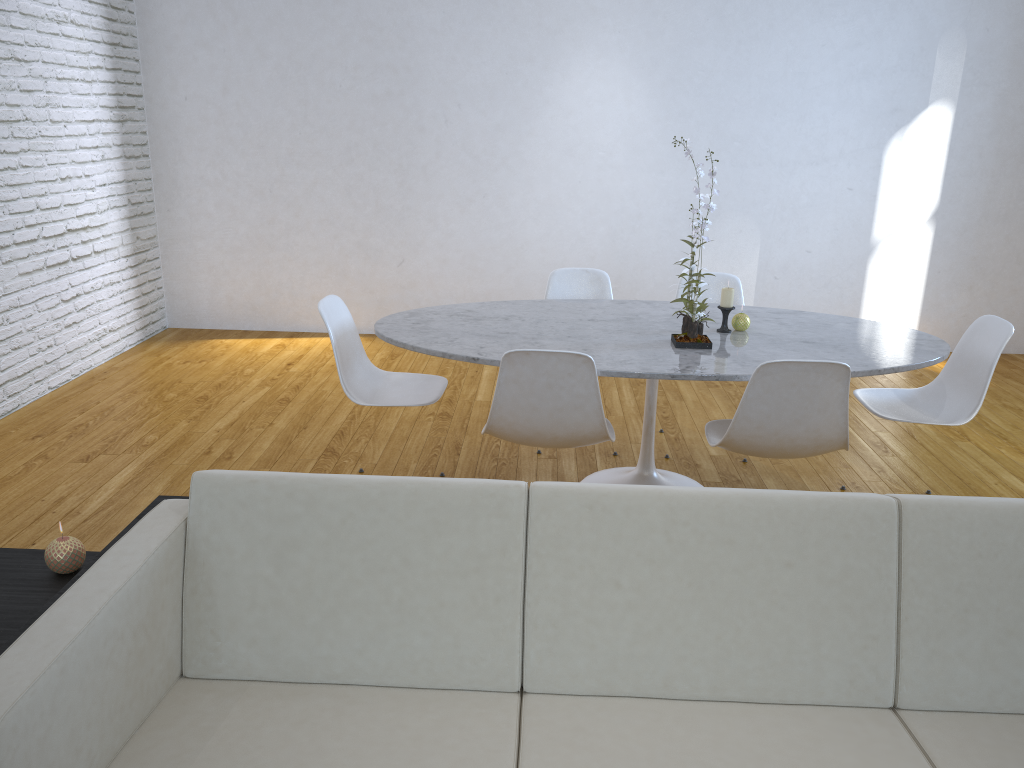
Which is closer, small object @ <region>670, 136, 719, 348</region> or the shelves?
the shelves

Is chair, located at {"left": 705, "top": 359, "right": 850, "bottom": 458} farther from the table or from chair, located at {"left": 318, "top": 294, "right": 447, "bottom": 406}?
chair, located at {"left": 318, "top": 294, "right": 447, "bottom": 406}

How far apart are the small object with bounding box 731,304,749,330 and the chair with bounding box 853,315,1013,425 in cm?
49

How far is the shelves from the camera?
1.5m

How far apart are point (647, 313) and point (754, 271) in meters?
2.3

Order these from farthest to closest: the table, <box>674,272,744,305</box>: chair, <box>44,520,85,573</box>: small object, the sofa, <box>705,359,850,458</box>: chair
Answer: <box>674,272,744,305</box>: chair → the table → <box>705,359,850,458</box>: chair → <box>44,520,85,573</box>: small object → the sofa

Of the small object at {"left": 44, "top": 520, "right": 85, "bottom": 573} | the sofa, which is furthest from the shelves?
the sofa

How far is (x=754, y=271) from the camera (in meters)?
5.33

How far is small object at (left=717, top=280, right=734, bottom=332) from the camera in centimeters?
296cm

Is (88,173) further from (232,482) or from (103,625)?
(103,625)
